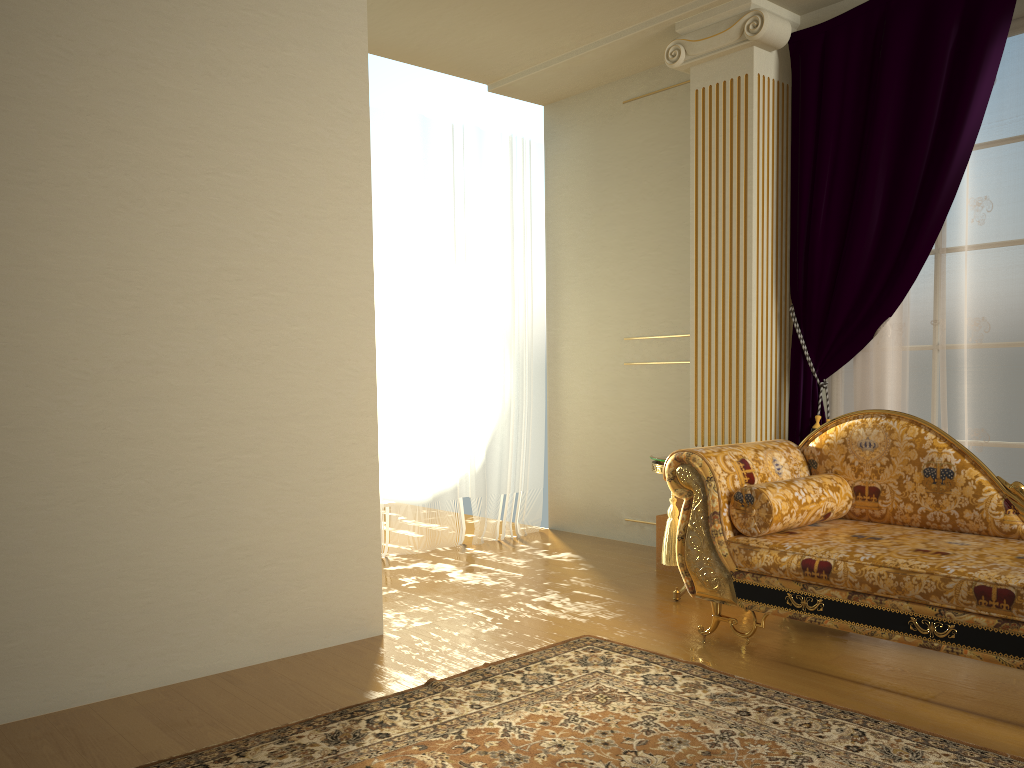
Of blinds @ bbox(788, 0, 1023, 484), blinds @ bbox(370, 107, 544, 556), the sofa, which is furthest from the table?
blinds @ bbox(370, 107, 544, 556)

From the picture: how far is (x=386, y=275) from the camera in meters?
5.0

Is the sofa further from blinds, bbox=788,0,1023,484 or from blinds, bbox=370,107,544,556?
blinds, bbox=370,107,544,556

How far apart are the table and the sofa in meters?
0.5 m

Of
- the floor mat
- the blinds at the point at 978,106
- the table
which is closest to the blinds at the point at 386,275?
the table

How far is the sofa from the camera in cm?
256

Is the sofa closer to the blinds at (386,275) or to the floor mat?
the floor mat

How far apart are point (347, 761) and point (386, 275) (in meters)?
3.18

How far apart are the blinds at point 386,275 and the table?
1.5m

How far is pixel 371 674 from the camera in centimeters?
297cm
